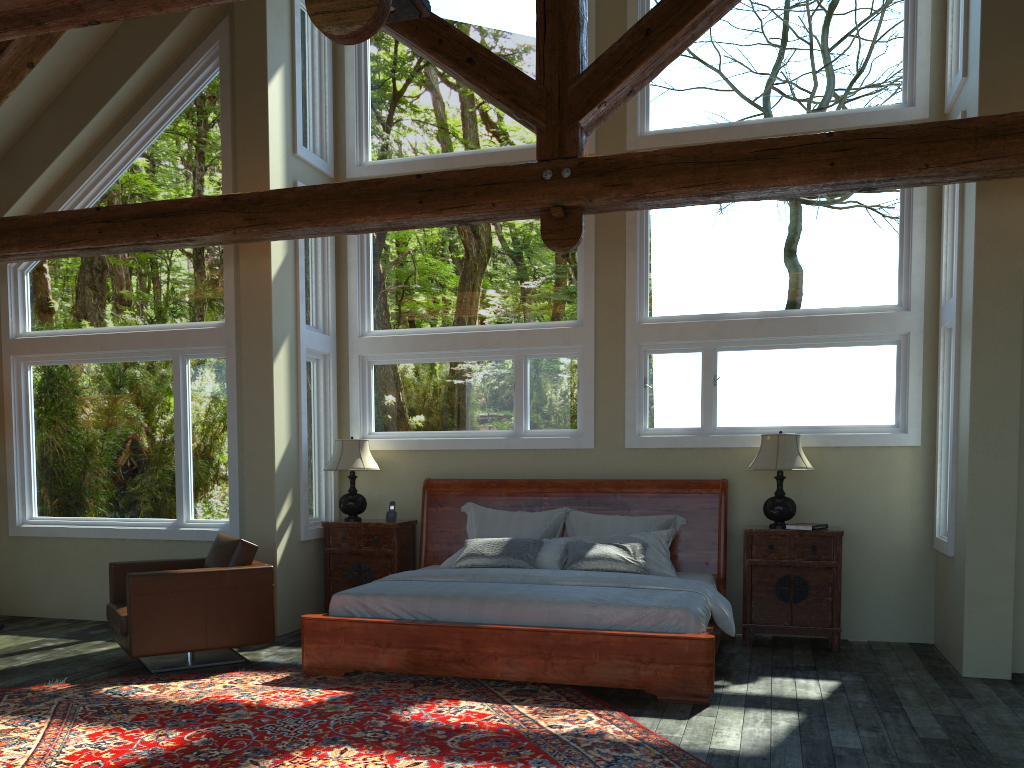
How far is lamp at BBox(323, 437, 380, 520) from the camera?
7.7 meters

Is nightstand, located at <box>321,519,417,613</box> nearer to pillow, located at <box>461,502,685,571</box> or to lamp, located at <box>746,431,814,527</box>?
pillow, located at <box>461,502,685,571</box>

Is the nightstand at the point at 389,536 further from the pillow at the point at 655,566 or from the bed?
the pillow at the point at 655,566

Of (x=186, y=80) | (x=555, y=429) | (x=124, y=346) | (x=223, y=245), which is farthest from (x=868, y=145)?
(x=124, y=346)

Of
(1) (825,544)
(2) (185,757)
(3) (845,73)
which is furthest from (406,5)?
(1) (825,544)

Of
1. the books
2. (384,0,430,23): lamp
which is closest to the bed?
the books

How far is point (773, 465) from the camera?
6.7m

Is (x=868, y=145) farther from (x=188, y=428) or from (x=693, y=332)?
(x=188, y=428)

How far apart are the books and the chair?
3.9m

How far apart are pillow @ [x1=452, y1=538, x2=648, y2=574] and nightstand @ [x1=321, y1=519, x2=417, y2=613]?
0.9m
